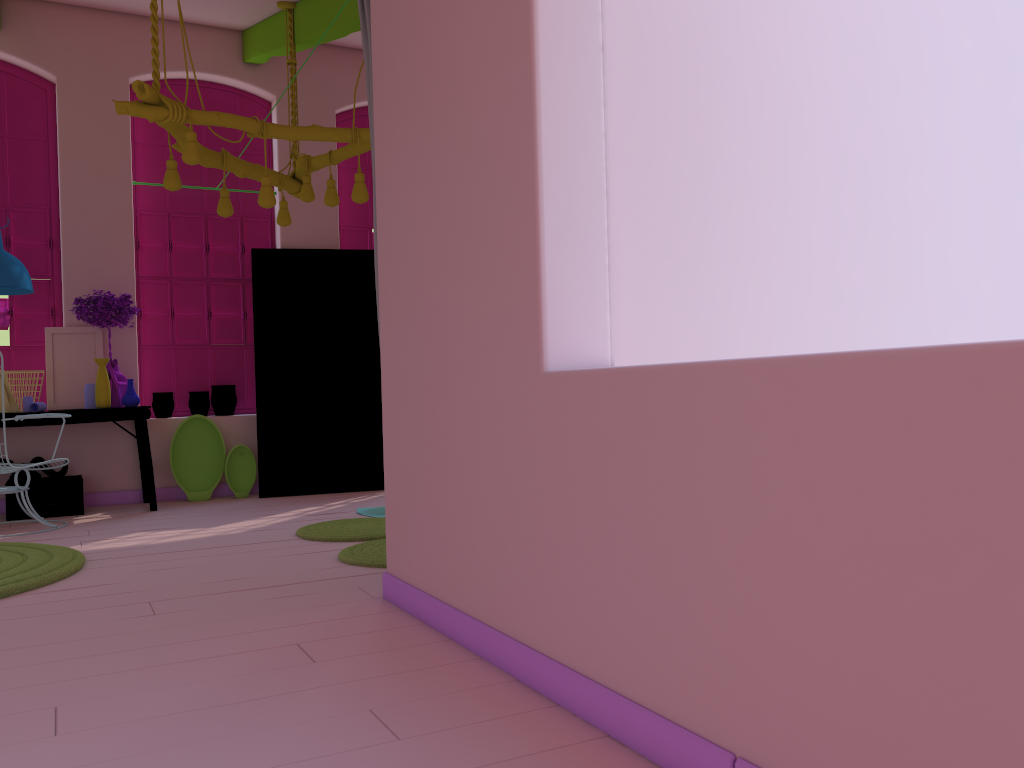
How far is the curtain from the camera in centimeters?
393cm

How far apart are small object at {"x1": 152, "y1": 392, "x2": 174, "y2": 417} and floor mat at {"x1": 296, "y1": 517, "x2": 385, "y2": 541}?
2.6m

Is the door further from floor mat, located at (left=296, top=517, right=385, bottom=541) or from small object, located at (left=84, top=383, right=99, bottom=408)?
floor mat, located at (left=296, top=517, right=385, bottom=541)

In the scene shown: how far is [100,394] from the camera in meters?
6.8 m

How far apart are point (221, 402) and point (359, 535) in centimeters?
311cm

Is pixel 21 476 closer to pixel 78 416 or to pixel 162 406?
pixel 78 416

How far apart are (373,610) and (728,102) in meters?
2.3

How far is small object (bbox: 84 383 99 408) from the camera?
6.90m

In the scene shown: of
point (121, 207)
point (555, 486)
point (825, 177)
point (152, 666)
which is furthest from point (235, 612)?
point (121, 207)

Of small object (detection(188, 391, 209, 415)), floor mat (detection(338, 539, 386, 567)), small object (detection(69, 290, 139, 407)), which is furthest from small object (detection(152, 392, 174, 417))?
floor mat (detection(338, 539, 386, 567))
